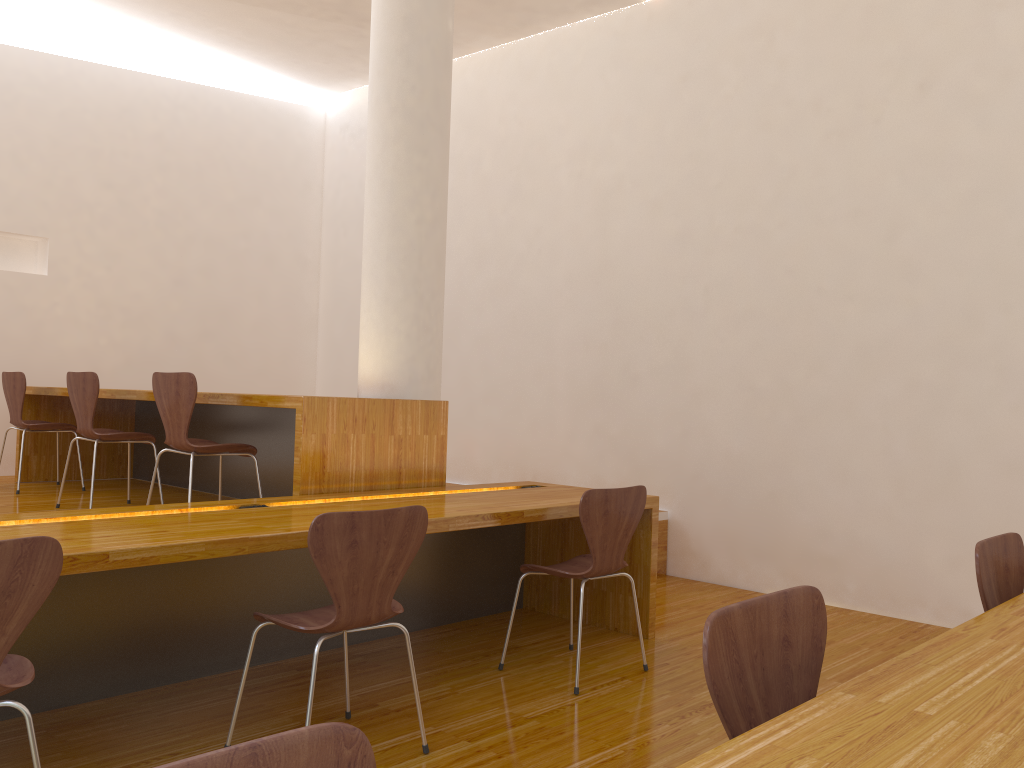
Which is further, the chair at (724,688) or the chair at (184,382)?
the chair at (184,382)

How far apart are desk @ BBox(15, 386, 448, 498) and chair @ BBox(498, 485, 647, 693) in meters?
0.7 m

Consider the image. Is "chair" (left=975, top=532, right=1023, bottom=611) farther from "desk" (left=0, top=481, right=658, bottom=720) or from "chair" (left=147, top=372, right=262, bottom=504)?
"chair" (left=147, top=372, right=262, bottom=504)

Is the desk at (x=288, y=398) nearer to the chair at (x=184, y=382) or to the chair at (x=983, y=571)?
the chair at (x=184, y=382)

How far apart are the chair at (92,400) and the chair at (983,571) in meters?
3.8 m

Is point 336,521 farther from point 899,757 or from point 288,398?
point 899,757

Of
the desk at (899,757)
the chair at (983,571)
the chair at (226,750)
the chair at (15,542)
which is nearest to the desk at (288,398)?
the chair at (15,542)

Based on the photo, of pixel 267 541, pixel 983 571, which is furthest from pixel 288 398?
pixel 983 571

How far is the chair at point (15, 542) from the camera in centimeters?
170cm

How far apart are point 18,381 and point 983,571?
4.97m
